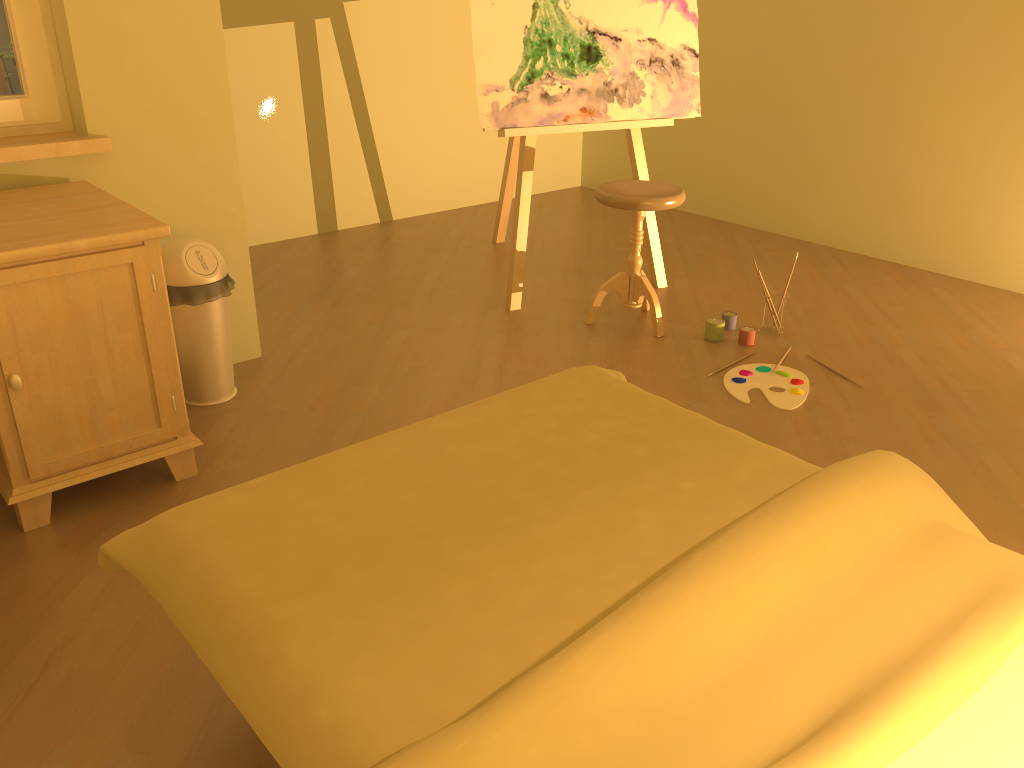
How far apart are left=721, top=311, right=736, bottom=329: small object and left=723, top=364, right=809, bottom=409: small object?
0.4 meters

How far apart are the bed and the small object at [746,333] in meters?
1.4

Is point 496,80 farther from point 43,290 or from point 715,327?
point 43,290

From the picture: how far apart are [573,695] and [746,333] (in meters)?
2.50

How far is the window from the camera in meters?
2.6

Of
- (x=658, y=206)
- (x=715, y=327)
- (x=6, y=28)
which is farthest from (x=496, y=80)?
(x=6, y=28)

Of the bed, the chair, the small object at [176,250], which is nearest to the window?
the small object at [176,250]

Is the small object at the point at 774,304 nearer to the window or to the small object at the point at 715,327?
the small object at the point at 715,327

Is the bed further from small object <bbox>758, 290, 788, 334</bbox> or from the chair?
small object <bbox>758, 290, 788, 334</bbox>

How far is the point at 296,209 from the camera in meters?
4.7
